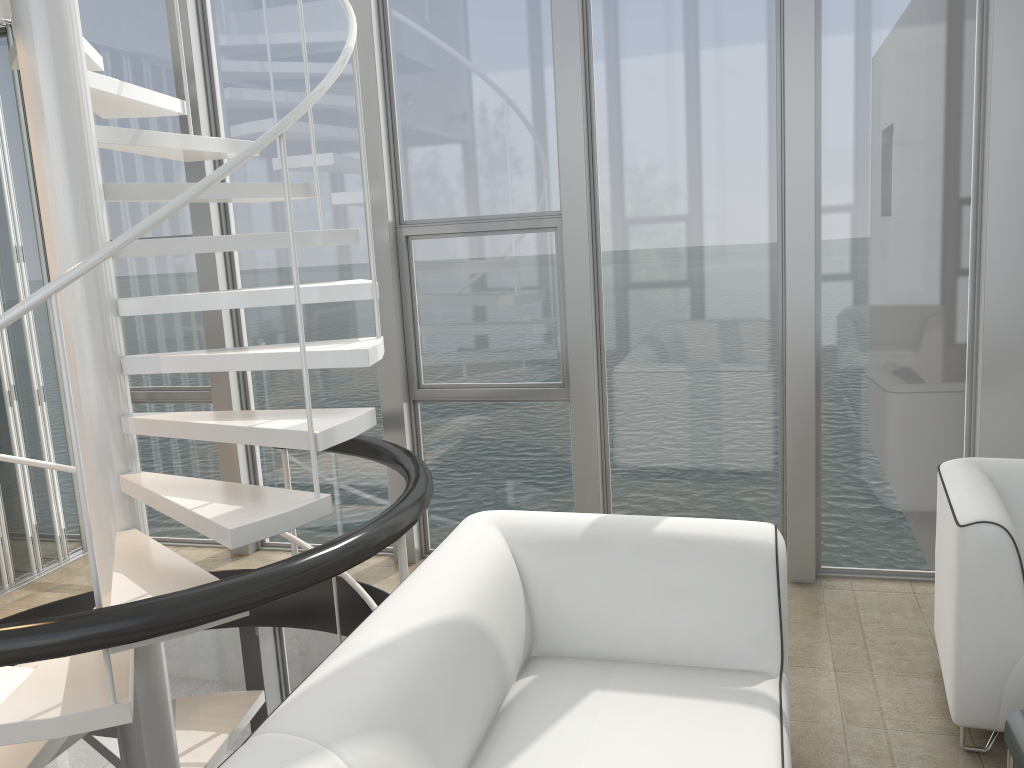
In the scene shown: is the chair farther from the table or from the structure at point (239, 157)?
the structure at point (239, 157)

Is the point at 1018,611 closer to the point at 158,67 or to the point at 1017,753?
the point at 1017,753

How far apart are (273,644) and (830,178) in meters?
3.6

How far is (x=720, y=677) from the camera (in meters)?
2.30

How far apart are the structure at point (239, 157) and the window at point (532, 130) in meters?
0.5

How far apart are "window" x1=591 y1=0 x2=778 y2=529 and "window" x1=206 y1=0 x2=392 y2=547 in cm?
114

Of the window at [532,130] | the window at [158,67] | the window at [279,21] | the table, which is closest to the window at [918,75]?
the window at [532,130]

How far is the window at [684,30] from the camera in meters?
3.6

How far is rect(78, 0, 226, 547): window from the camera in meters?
4.3

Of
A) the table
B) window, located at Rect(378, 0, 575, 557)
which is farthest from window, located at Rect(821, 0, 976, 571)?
the table
